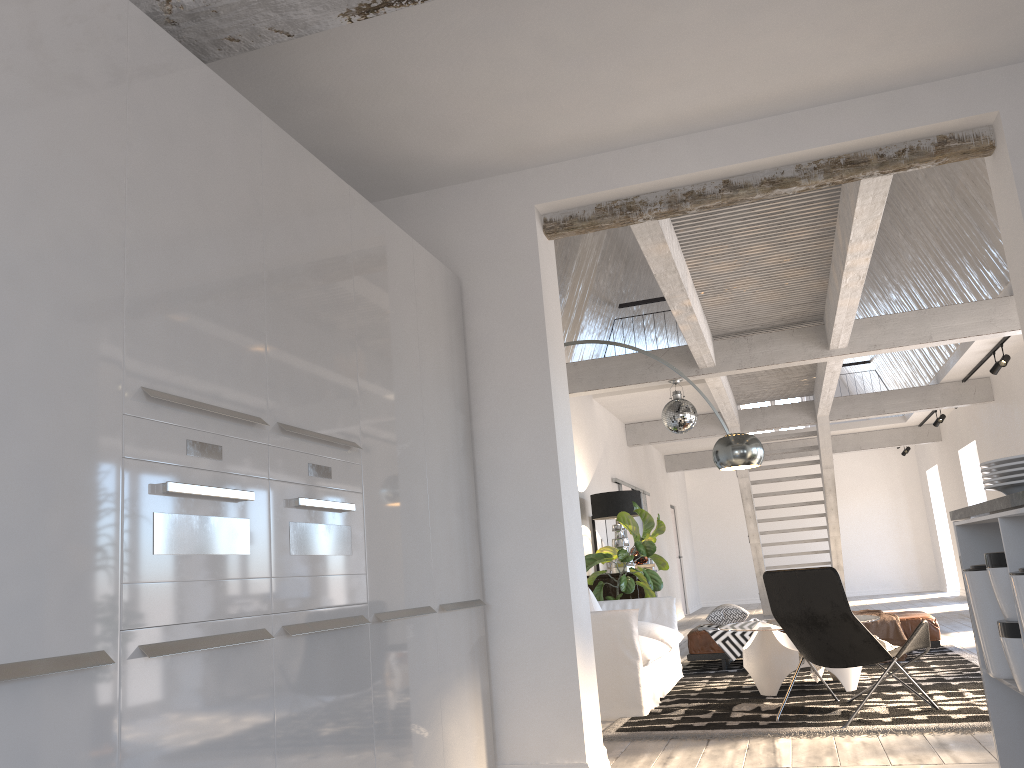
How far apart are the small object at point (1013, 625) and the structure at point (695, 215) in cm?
264

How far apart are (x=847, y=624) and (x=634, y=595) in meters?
4.1

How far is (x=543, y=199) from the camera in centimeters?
440cm

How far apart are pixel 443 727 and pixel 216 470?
1.67m

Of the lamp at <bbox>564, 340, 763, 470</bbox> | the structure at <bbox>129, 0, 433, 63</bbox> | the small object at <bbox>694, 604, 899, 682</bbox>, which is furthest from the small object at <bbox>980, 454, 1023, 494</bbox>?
the small object at <bbox>694, 604, 899, 682</bbox>

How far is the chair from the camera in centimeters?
480cm

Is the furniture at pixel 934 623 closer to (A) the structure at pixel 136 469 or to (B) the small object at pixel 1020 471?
(A) the structure at pixel 136 469

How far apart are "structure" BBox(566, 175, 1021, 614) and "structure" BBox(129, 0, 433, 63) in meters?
2.4 m

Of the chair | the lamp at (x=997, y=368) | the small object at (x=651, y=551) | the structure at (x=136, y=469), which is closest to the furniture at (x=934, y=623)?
the small object at (x=651, y=551)

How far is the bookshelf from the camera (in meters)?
8.78
